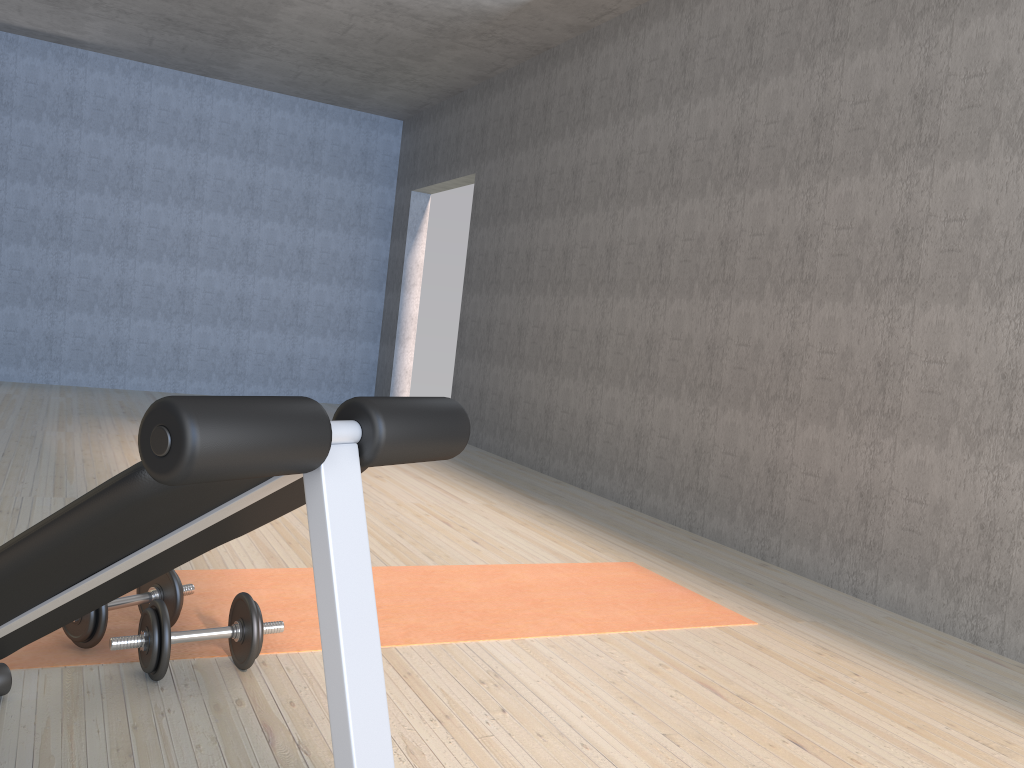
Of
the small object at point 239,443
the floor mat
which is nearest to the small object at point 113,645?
the floor mat

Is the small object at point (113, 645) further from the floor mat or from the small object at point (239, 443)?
the small object at point (239, 443)

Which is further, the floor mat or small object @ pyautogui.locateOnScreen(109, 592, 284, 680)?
the floor mat

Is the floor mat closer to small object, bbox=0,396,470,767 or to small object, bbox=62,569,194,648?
small object, bbox=62,569,194,648

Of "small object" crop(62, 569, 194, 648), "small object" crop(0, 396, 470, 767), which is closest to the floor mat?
"small object" crop(62, 569, 194, 648)

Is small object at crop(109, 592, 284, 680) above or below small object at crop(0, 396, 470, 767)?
below

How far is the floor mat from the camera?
2.2m

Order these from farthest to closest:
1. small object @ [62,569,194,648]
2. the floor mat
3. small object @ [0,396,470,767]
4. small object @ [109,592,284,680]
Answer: the floor mat, small object @ [62,569,194,648], small object @ [109,592,284,680], small object @ [0,396,470,767]

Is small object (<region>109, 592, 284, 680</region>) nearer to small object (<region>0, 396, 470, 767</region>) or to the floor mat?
the floor mat

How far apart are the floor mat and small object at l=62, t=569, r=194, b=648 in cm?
2
